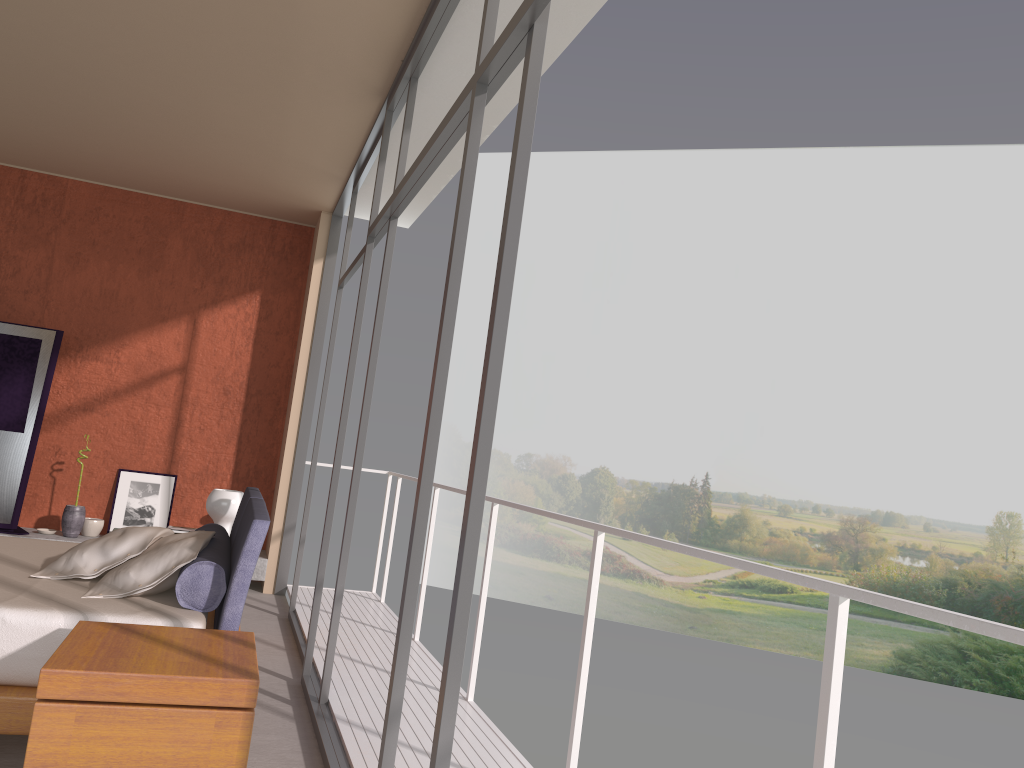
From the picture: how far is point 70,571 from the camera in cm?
Answer: 359

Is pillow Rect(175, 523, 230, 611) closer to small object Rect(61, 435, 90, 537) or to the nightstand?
the nightstand

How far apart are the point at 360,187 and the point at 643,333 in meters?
18.0 m

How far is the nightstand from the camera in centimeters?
234cm

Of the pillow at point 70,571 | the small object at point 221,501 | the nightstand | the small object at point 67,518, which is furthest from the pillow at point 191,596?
the small object at point 67,518

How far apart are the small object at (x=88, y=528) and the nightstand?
4.6m

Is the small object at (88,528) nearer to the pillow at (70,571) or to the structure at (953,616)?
the structure at (953,616)

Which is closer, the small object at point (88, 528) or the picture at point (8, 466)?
the picture at point (8, 466)

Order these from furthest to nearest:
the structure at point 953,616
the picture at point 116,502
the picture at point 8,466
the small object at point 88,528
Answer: the picture at point 116,502, the small object at point 88,528, the picture at point 8,466, the structure at point 953,616

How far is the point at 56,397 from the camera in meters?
7.2
